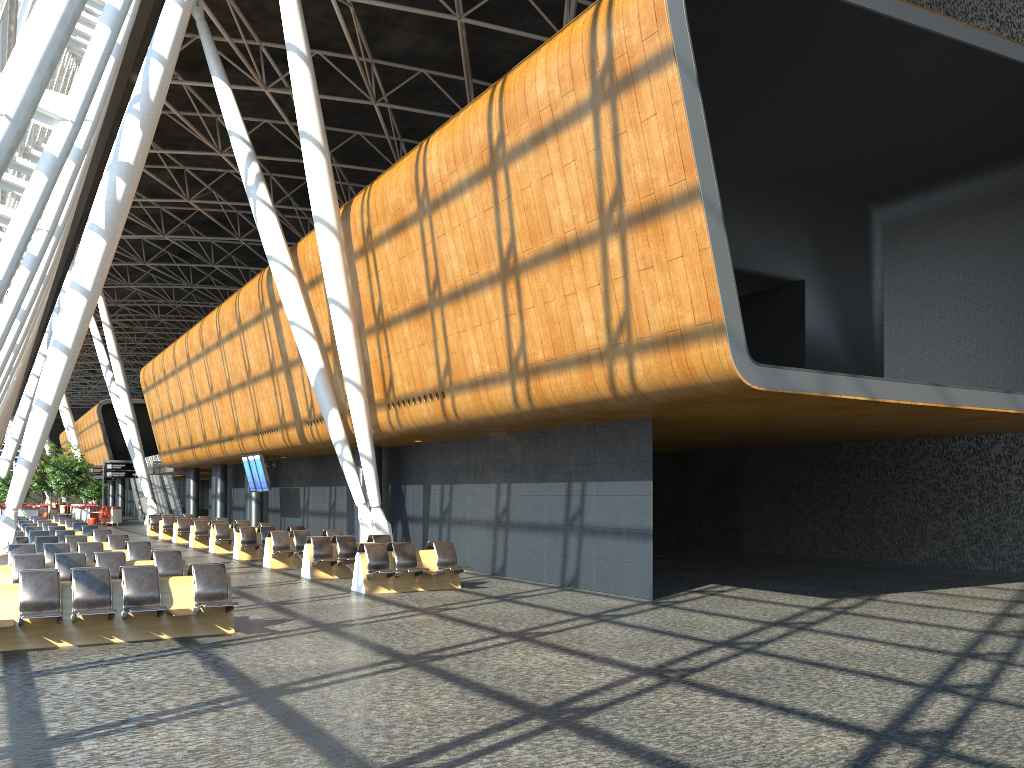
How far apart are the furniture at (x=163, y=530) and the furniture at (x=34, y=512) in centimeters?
1523cm

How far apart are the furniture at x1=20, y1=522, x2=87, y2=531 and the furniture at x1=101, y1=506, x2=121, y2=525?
21.8m

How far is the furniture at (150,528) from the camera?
35.7 meters

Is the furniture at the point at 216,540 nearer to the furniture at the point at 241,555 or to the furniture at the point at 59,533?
the furniture at the point at 241,555

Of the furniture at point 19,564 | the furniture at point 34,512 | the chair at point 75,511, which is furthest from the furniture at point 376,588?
the chair at point 75,511

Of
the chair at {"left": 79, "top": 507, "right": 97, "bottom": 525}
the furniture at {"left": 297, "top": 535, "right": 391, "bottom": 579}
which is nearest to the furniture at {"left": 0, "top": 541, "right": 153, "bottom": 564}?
the furniture at {"left": 297, "top": 535, "right": 391, "bottom": 579}

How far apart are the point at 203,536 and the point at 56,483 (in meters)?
22.21

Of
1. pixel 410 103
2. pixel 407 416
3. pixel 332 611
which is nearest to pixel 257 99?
pixel 410 103

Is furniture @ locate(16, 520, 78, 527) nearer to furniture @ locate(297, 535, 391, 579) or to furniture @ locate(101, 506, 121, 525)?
furniture @ locate(297, 535, 391, 579)

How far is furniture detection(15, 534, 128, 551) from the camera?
17.89m
